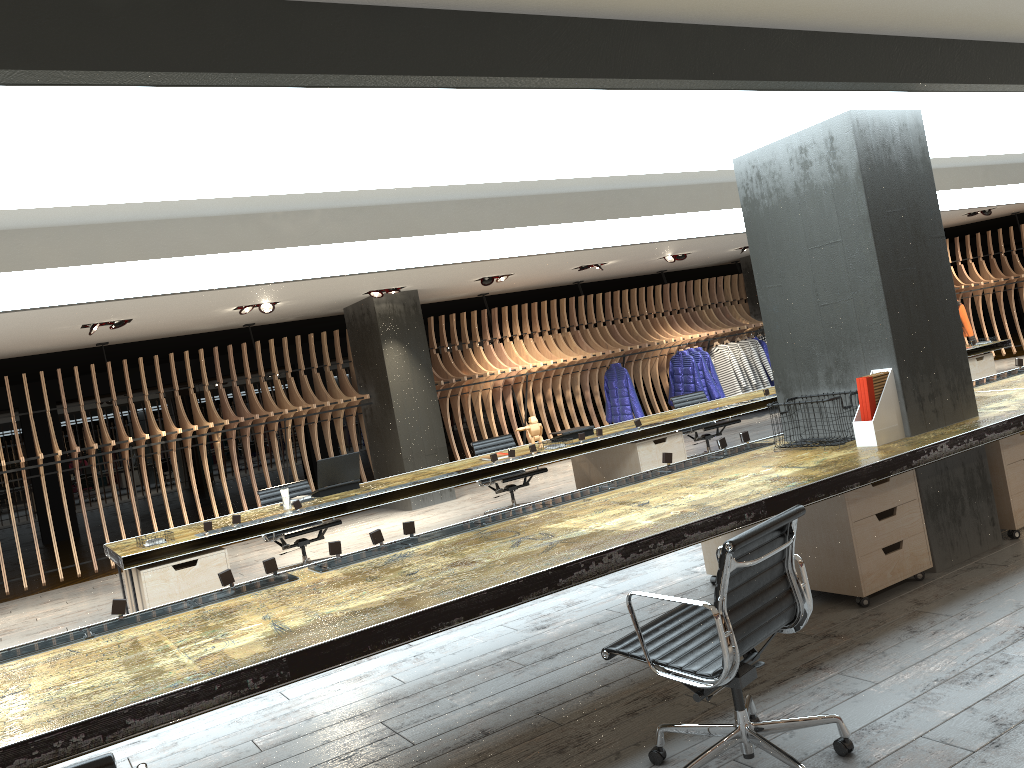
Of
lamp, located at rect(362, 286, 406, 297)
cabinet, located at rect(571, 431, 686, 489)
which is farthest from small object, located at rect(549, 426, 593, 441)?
lamp, located at rect(362, 286, 406, 297)

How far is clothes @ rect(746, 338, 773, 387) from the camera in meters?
15.0

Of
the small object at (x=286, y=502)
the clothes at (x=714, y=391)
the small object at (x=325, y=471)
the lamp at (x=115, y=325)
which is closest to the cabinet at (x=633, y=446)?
the small object at (x=325, y=471)

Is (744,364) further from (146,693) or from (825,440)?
(146,693)

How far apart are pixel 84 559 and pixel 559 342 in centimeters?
770cm

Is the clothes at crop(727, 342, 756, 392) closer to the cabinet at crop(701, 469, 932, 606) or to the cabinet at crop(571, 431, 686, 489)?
the cabinet at crop(571, 431, 686, 489)

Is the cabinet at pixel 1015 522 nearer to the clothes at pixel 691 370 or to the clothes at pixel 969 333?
the clothes at pixel 691 370

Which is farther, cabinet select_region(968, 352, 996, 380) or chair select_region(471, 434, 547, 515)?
cabinet select_region(968, 352, 996, 380)

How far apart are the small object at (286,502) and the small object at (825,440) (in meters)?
3.90

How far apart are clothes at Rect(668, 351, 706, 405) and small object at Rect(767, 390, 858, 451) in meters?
9.2 m
